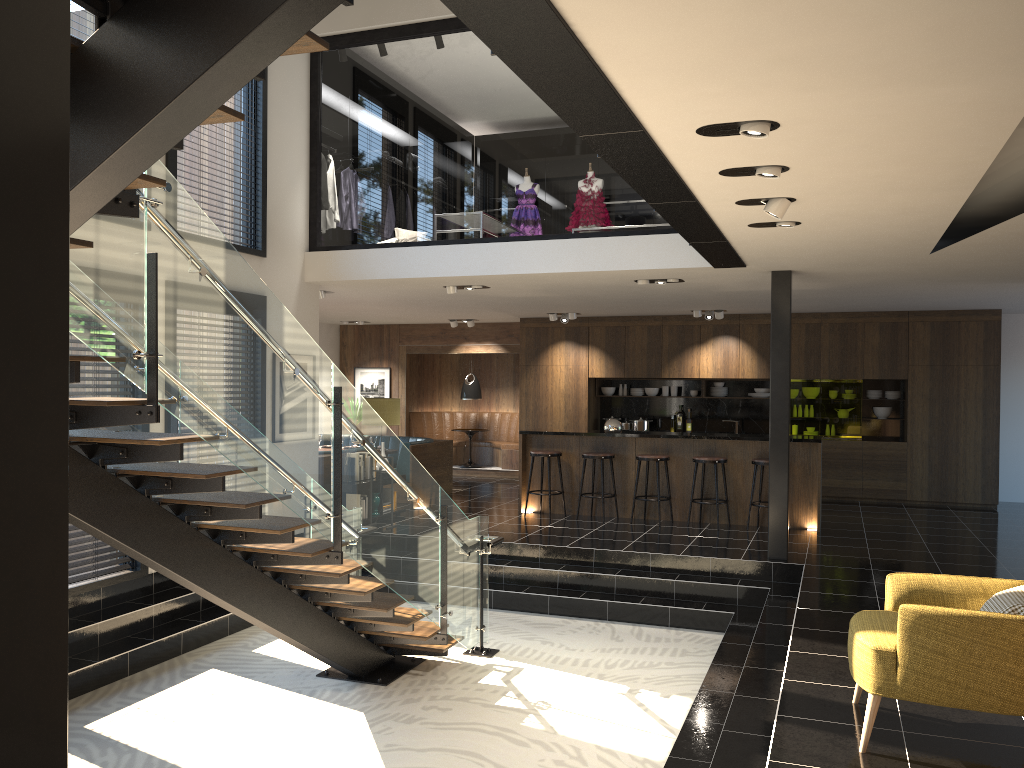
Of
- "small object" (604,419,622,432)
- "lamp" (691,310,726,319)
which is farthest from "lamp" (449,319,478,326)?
"small object" (604,419,622,432)

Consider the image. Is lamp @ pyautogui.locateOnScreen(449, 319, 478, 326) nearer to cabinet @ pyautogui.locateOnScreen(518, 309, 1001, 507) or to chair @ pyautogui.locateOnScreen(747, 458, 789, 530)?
cabinet @ pyautogui.locateOnScreen(518, 309, 1001, 507)

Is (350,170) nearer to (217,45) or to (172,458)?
(172,458)

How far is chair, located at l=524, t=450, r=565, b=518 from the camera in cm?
1068

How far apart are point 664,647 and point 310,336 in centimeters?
417cm

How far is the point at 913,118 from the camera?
3.6 meters

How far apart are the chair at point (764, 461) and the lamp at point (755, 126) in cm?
656

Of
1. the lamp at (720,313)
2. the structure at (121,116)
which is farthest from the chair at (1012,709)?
the lamp at (720,313)

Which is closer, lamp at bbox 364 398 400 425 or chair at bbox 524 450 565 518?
lamp at bbox 364 398 400 425

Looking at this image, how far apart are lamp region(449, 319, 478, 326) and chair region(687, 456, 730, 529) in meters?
5.7 m
